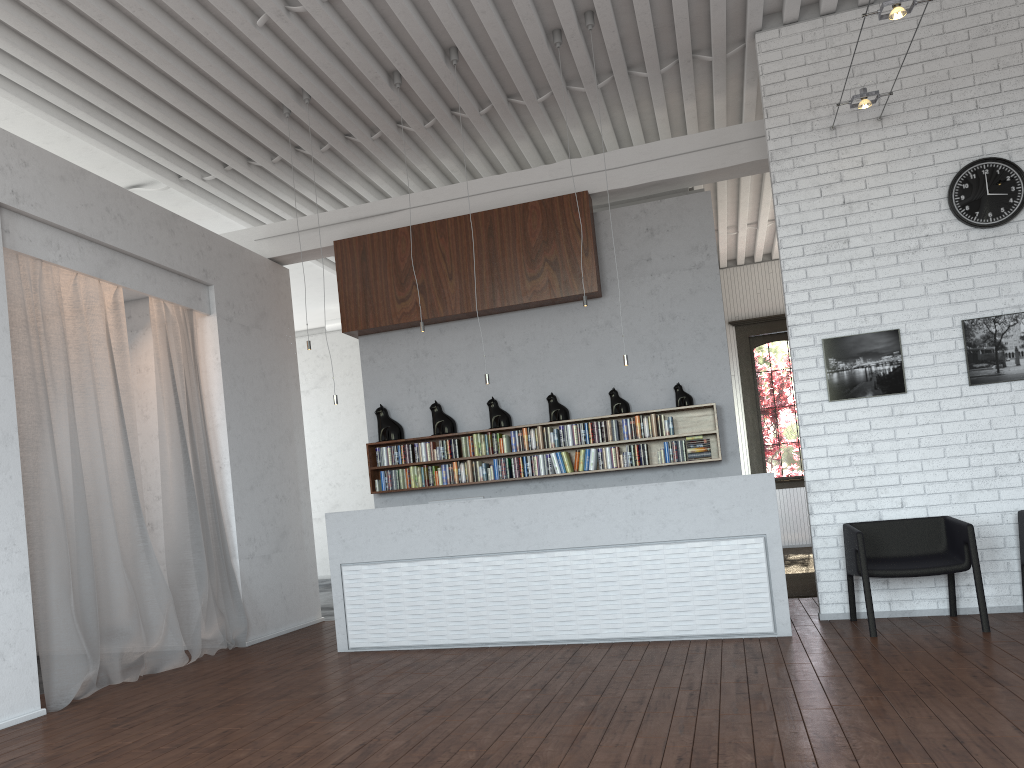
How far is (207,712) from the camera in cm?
498

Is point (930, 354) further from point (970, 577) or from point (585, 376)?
point (585, 376)
